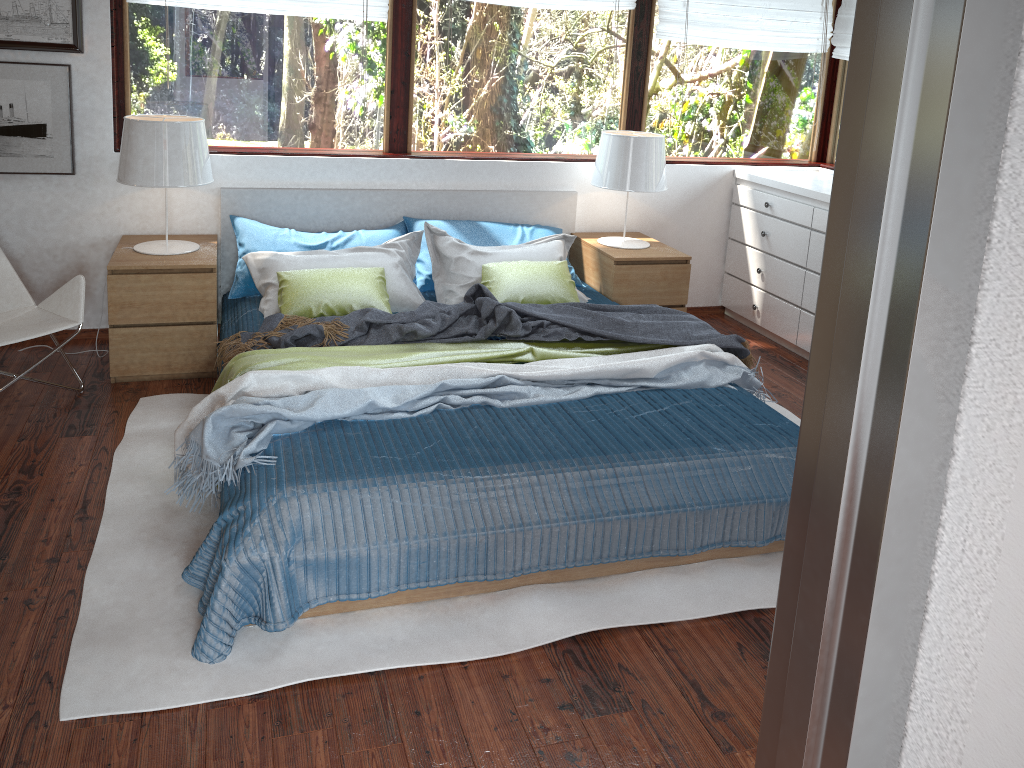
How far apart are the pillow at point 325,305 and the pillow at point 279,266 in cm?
5

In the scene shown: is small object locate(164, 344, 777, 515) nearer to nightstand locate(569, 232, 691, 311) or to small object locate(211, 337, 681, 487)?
small object locate(211, 337, 681, 487)

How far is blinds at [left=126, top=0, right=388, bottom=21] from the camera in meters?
4.0

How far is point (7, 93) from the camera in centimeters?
375cm

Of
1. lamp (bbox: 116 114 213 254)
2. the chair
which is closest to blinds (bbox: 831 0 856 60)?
lamp (bbox: 116 114 213 254)

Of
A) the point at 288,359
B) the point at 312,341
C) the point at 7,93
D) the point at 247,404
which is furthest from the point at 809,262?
the point at 7,93

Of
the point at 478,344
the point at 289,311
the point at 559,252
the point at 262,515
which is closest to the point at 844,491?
the point at 262,515

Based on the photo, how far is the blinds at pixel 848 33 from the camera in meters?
4.9

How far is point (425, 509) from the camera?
2.4m

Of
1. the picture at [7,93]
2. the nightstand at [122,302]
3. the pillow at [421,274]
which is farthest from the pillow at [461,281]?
the picture at [7,93]
